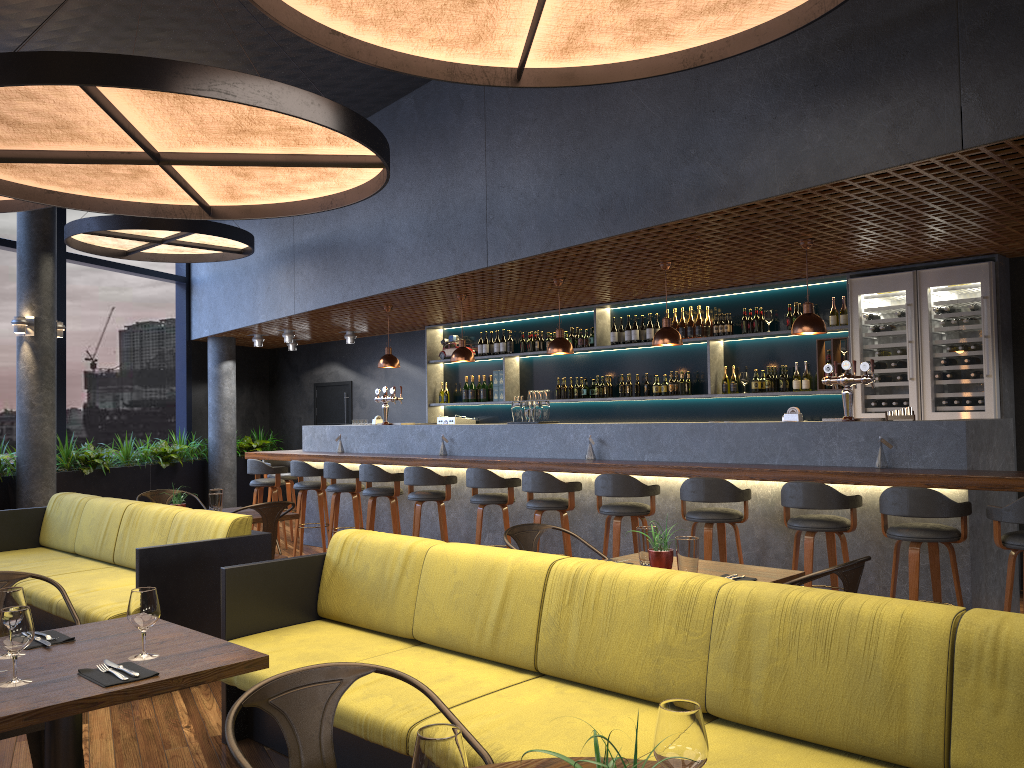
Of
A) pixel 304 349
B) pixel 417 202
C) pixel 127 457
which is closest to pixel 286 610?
pixel 417 202

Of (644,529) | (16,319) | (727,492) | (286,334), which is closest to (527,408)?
(727,492)

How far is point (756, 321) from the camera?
8.6m

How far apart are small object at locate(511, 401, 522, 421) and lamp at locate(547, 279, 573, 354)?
0.6 meters

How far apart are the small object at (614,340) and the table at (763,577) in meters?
5.5 m

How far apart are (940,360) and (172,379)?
11.2m

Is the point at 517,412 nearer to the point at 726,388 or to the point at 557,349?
the point at 557,349

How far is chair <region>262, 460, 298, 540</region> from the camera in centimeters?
1080cm

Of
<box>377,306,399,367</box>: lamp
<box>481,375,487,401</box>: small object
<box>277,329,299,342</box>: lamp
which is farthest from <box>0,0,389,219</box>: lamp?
<box>277,329,299,342</box>: lamp

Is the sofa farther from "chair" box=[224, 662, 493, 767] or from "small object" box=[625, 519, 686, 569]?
"chair" box=[224, 662, 493, 767]
